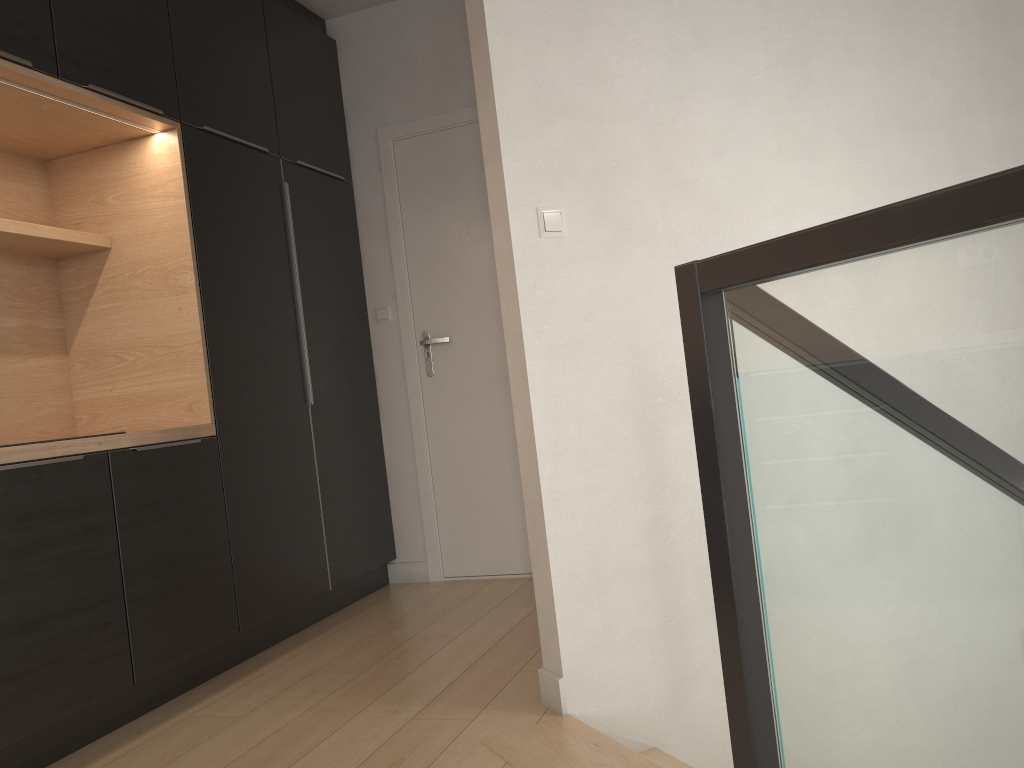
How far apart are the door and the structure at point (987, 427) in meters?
1.7 m

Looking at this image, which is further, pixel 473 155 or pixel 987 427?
pixel 473 155

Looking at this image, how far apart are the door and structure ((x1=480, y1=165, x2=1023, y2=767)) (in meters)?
1.67

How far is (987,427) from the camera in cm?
94

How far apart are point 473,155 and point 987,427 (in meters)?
3.32

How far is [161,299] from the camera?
3.10m

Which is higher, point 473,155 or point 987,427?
point 473,155

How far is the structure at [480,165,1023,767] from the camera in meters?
0.9

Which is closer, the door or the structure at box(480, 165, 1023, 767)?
the structure at box(480, 165, 1023, 767)

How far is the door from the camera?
4.0m
